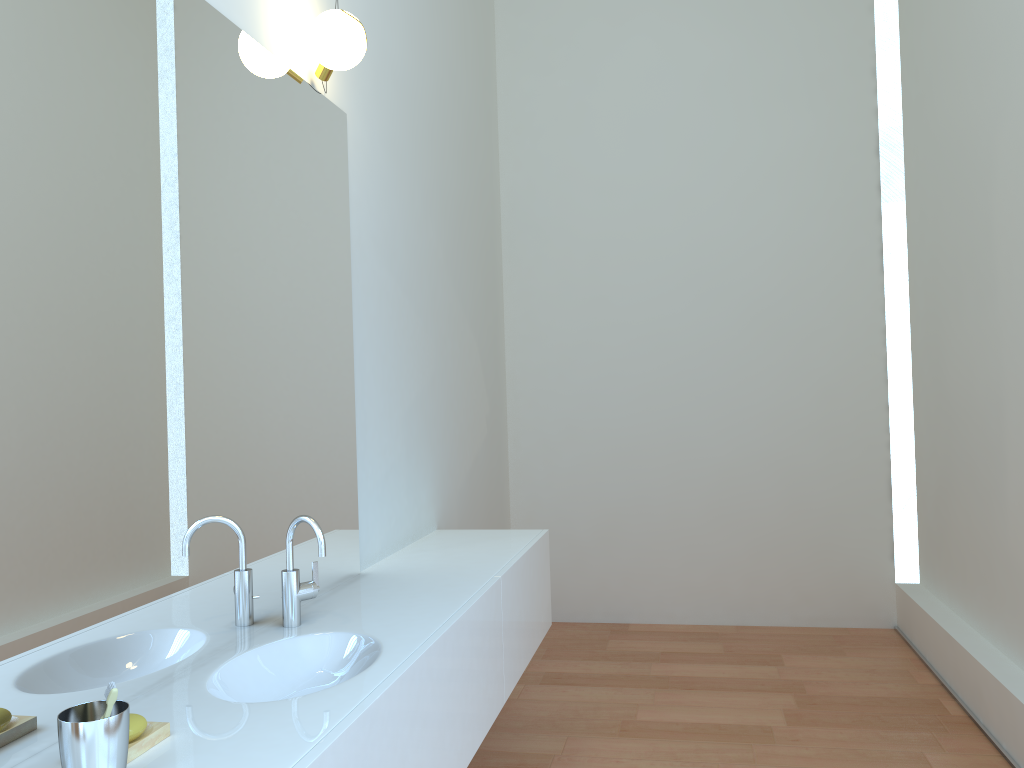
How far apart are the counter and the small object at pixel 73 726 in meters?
0.1

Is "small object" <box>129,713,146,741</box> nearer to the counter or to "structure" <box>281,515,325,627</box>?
the counter

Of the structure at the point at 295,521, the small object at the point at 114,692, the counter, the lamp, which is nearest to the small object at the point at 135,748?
the counter

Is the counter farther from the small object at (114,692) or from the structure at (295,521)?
the small object at (114,692)

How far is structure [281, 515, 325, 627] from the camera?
2.1 meters

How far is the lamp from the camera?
2.4 meters

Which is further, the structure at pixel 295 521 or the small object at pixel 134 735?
the structure at pixel 295 521

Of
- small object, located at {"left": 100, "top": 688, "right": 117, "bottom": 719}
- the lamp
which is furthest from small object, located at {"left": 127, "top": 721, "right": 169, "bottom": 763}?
the lamp

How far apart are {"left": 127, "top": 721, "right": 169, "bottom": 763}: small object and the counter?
0.0 meters

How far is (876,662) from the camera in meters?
4.1
